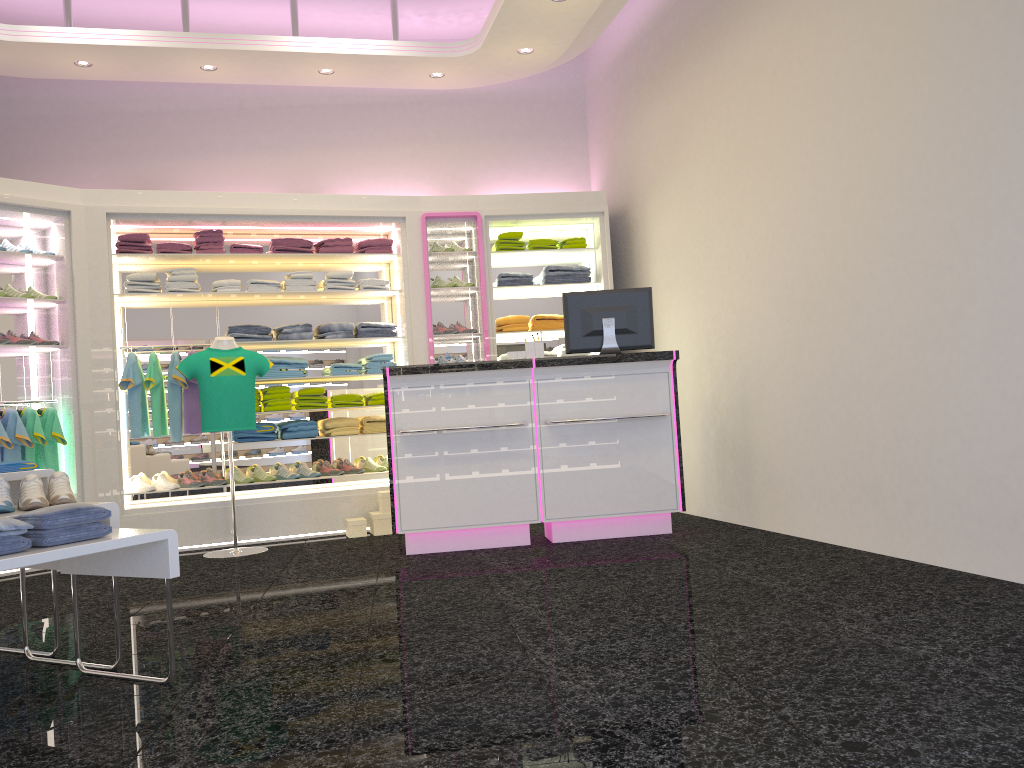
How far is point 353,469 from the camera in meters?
7.3

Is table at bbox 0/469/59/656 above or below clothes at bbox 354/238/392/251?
below

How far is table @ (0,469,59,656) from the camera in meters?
3.5 m

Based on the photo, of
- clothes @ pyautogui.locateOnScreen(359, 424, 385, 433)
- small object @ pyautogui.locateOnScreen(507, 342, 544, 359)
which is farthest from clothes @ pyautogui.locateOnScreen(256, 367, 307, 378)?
small object @ pyautogui.locateOnScreen(507, 342, 544, 359)

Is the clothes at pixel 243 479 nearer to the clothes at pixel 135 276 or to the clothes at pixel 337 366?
the clothes at pixel 337 366

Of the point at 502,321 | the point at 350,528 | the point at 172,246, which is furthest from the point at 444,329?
the point at 172,246

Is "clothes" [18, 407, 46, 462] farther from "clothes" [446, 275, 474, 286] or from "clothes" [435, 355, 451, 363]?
"clothes" [446, 275, 474, 286]

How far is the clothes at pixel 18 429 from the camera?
6.1 meters

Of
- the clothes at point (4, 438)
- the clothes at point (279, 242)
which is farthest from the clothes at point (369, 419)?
the clothes at point (4, 438)

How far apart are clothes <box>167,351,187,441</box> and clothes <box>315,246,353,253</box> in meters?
1.4 m
